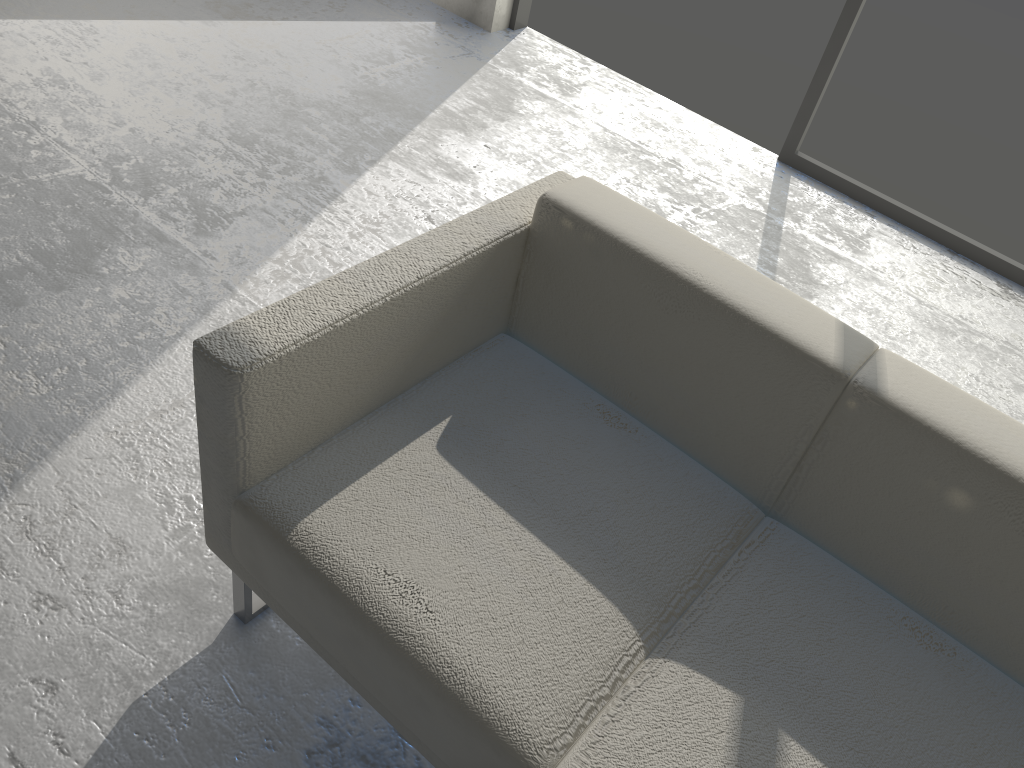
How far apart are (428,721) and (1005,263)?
2.6 meters

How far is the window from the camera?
2.88m

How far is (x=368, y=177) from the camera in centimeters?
261cm

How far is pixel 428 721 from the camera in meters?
1.1 m

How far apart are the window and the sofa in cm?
176

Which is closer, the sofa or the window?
the sofa

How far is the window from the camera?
2.9m
